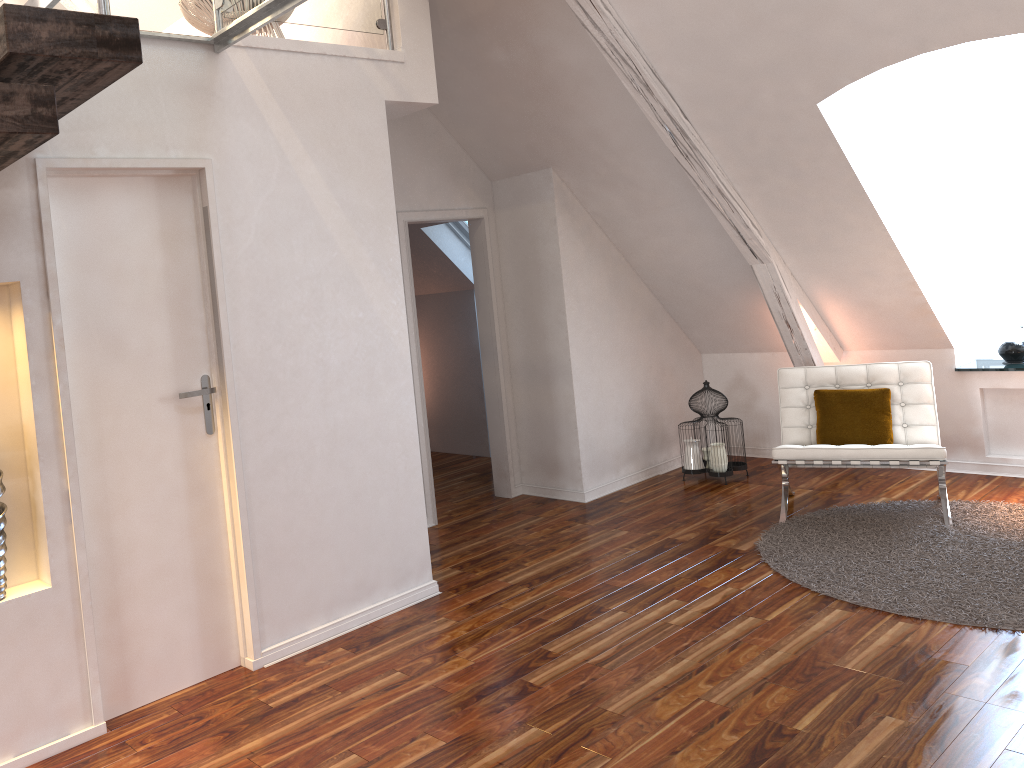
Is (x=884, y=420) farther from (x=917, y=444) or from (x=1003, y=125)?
(x=1003, y=125)

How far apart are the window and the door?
4.3m

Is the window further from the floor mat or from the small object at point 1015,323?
the floor mat

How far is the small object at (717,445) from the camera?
5.24m

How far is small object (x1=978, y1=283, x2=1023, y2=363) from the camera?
4.89m

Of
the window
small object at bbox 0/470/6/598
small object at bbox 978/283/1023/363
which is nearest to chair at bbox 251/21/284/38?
small object at bbox 0/470/6/598

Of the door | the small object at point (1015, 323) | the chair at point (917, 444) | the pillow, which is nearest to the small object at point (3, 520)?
the door

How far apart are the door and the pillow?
3.0m

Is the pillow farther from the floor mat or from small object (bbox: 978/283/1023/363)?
small object (bbox: 978/283/1023/363)

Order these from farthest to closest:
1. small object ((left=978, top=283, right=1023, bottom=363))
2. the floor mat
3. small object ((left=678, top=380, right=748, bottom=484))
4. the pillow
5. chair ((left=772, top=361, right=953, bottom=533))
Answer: small object ((left=678, top=380, right=748, bottom=484)), small object ((left=978, top=283, right=1023, bottom=363)), the pillow, chair ((left=772, top=361, right=953, bottom=533)), the floor mat
